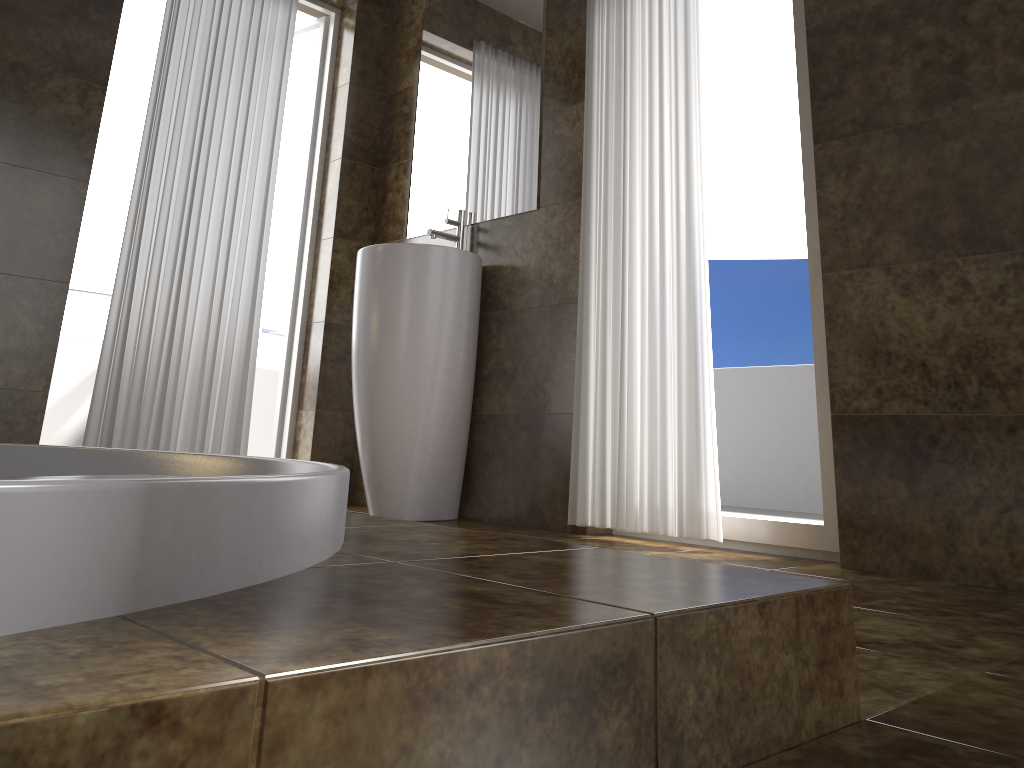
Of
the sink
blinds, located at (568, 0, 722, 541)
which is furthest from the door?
blinds, located at (568, 0, 722, 541)

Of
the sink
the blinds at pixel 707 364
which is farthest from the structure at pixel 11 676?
the sink

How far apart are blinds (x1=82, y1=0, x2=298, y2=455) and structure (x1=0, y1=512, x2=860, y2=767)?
1.8 meters

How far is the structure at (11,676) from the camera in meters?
0.5

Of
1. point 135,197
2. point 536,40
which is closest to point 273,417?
point 135,197

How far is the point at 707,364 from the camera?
2.5m

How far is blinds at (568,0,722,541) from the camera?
2.5m

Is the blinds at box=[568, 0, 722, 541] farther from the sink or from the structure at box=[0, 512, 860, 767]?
the structure at box=[0, 512, 860, 767]

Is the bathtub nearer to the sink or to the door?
the sink

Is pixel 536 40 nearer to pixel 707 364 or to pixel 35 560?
pixel 707 364
